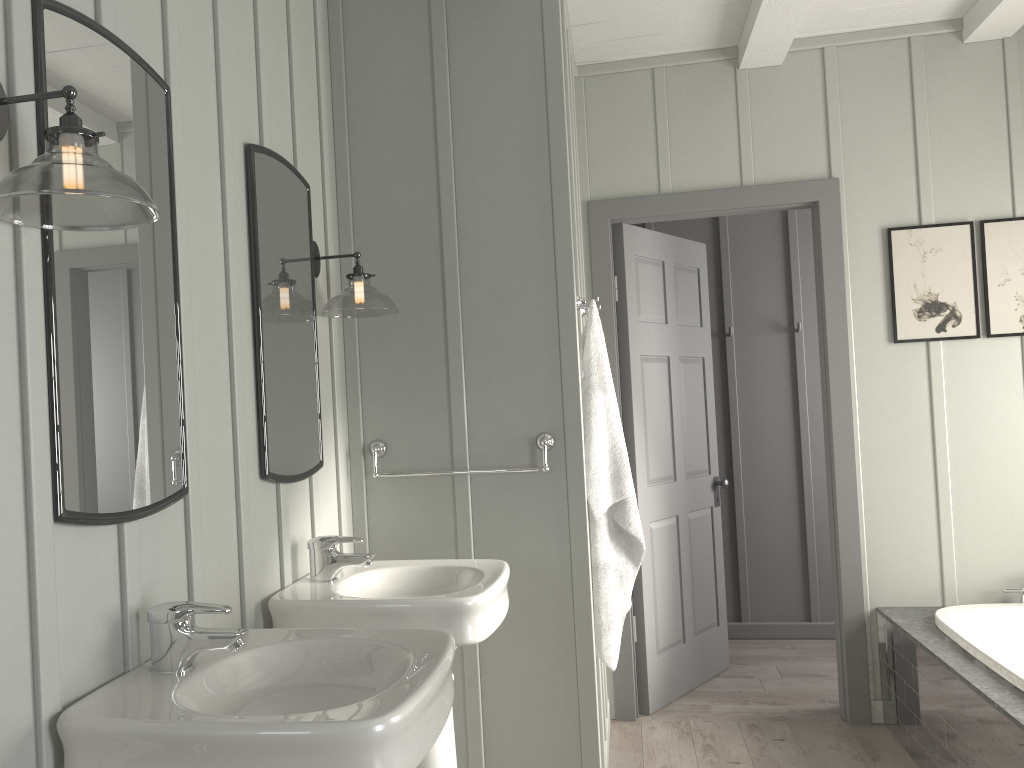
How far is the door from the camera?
3.6 meters

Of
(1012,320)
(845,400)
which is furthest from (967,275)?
(845,400)

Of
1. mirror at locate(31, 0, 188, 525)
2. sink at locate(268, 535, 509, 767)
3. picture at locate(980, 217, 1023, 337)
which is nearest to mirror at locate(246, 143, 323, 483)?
sink at locate(268, 535, 509, 767)

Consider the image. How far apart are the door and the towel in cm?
82

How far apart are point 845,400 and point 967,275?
0.7 meters

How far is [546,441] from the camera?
2.7m

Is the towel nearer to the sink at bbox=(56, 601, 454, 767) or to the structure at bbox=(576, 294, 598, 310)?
the structure at bbox=(576, 294, 598, 310)

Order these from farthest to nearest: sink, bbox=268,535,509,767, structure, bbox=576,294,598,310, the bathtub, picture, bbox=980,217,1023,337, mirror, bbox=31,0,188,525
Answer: picture, bbox=980,217,1023,337 → structure, bbox=576,294,598,310 → the bathtub → sink, bbox=268,535,509,767 → mirror, bbox=31,0,188,525

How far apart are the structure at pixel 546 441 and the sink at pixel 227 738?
1.1m

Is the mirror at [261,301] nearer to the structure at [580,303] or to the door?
the structure at [580,303]
